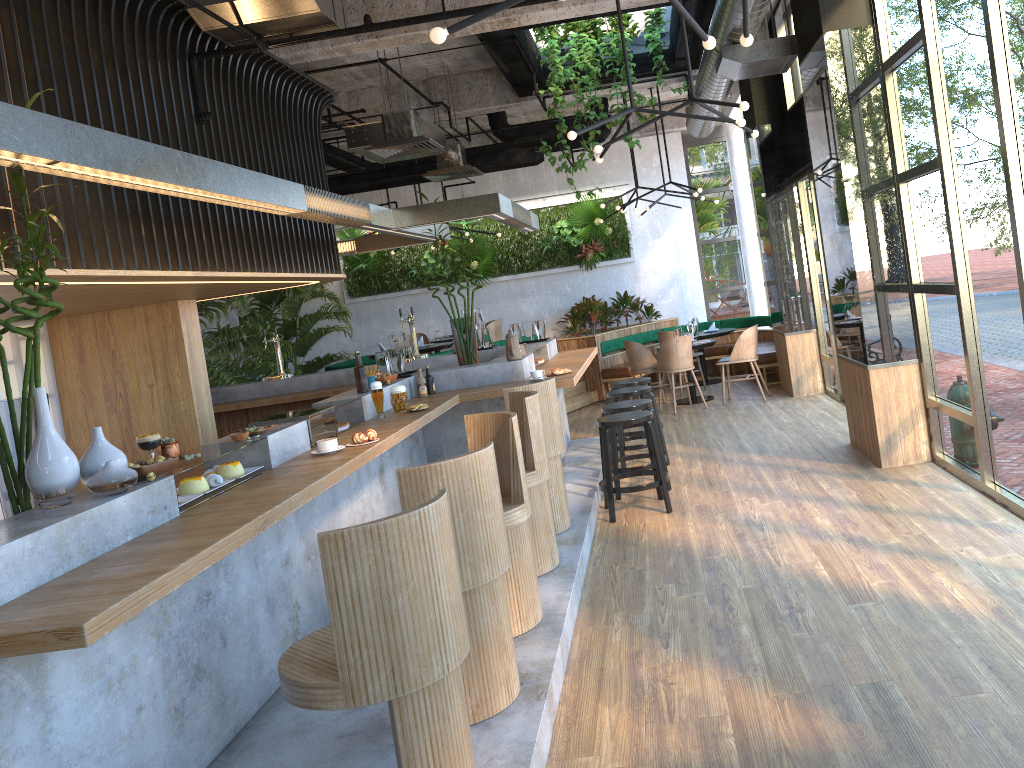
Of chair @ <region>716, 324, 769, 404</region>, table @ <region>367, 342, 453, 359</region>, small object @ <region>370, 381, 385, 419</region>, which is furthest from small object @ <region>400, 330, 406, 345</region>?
small object @ <region>370, 381, 385, 419</region>

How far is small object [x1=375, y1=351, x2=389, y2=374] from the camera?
6.6m

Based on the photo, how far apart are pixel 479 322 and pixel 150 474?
5.7 meters

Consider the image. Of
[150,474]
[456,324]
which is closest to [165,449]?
[150,474]

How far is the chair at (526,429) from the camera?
4.87m

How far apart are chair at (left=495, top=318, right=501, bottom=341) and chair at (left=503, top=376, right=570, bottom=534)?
8.5m

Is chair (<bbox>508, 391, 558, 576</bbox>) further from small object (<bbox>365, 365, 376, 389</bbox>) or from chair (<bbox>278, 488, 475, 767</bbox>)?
chair (<bbox>278, 488, 475, 767</bbox>)

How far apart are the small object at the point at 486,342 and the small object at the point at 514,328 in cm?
27

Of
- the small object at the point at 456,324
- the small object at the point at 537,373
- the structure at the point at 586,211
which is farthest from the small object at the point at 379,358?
the structure at the point at 586,211

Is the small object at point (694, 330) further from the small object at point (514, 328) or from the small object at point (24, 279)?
the small object at point (24, 279)
